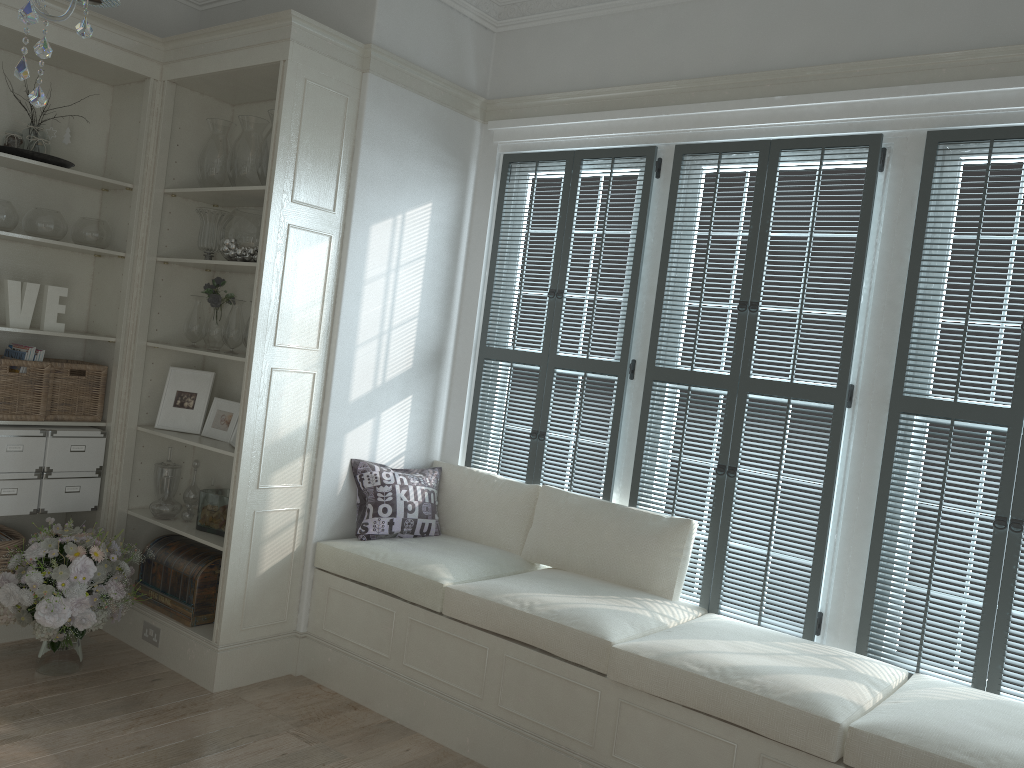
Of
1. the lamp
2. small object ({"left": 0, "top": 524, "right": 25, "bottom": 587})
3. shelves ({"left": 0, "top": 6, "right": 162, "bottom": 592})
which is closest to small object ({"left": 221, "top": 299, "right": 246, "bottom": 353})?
shelves ({"left": 0, "top": 6, "right": 162, "bottom": 592})

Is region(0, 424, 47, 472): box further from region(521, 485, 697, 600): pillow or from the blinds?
region(521, 485, 697, 600): pillow

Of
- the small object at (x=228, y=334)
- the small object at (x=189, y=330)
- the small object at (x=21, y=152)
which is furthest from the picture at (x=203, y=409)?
the small object at (x=21, y=152)

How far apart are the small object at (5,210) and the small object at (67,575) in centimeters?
131cm

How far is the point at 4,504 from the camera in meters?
3.9

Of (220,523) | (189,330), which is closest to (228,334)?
(189,330)

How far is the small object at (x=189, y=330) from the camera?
4.3m

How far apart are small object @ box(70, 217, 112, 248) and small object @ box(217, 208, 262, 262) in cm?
66

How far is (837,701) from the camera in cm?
267

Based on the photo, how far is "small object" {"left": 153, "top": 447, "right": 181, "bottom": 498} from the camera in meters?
4.3 m
